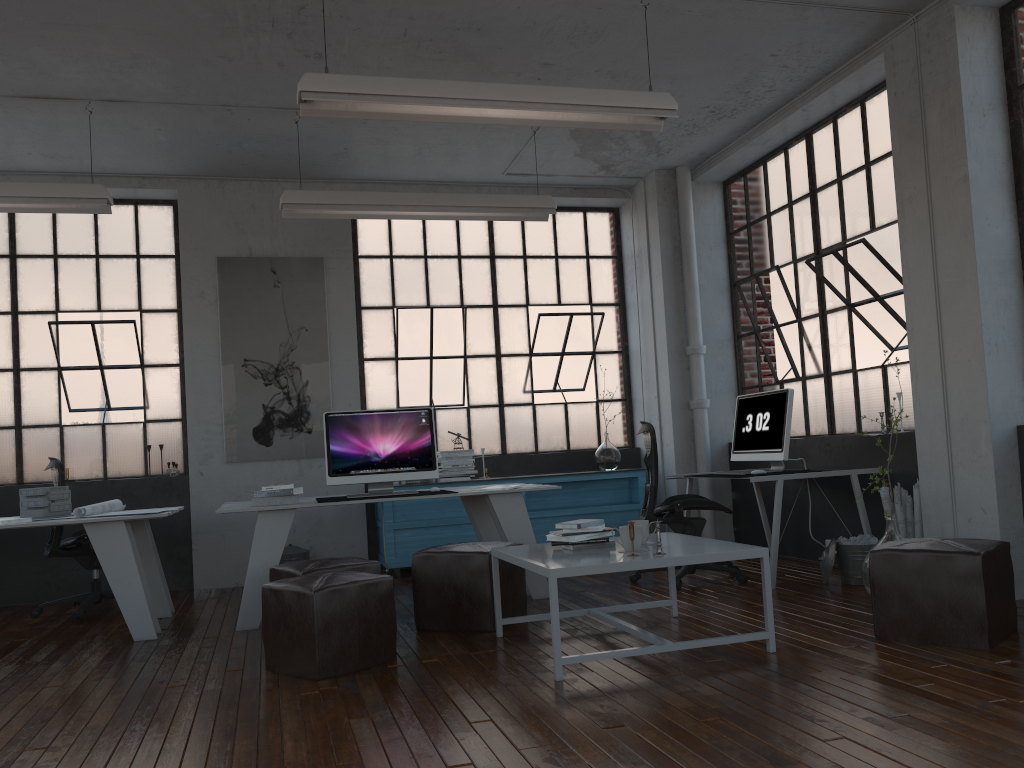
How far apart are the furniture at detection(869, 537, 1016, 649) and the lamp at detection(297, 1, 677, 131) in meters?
2.3

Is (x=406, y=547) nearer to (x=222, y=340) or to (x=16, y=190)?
(x=222, y=340)

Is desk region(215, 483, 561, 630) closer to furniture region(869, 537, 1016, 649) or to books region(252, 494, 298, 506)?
books region(252, 494, 298, 506)

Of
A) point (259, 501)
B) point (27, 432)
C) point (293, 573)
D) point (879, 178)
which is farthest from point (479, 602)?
point (27, 432)

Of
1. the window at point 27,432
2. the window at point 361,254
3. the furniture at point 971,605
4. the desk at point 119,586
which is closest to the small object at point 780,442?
the furniture at point 971,605

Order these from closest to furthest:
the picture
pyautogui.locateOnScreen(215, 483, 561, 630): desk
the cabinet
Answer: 1. pyautogui.locateOnScreen(215, 483, 561, 630): desk
2. the cabinet
3. the picture

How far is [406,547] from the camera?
6.90m

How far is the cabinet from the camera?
6.9 meters

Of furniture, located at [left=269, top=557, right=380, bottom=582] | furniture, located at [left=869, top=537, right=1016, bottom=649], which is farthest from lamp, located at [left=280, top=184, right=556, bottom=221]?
furniture, located at [left=869, top=537, right=1016, bottom=649]

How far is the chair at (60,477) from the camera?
5.9 meters
